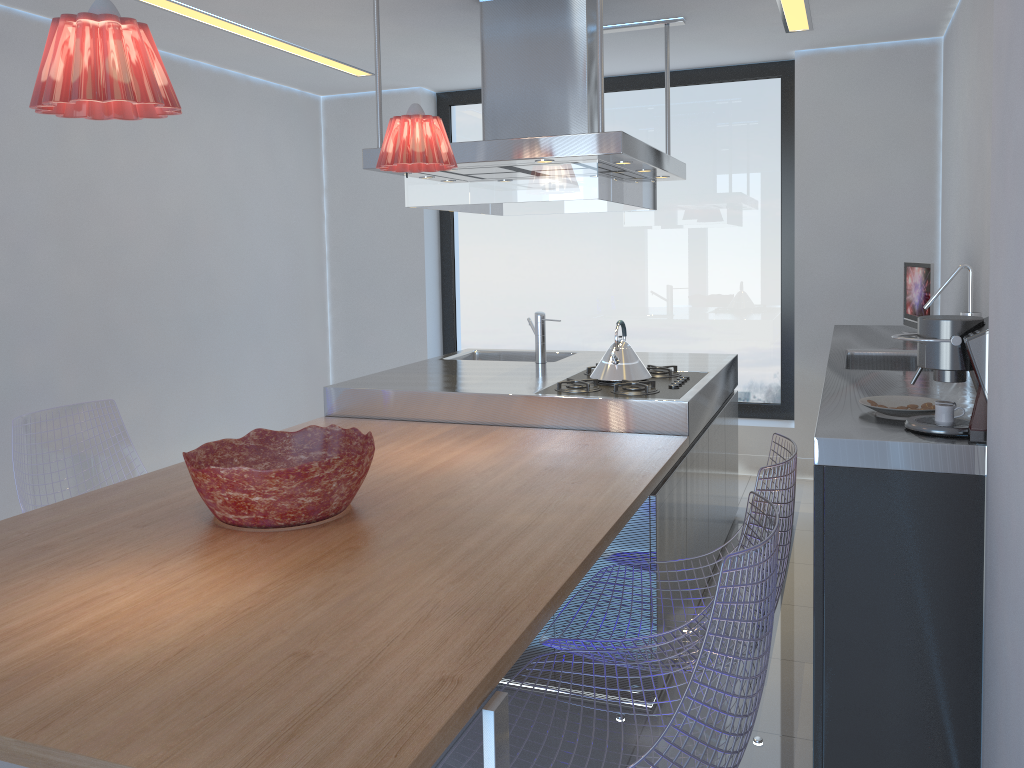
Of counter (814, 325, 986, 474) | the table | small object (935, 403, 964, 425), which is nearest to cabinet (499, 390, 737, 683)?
the table

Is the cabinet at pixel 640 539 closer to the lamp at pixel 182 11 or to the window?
the window

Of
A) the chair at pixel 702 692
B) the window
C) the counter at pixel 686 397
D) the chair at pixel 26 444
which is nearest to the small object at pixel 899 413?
the chair at pixel 702 692

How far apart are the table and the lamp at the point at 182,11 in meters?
1.9

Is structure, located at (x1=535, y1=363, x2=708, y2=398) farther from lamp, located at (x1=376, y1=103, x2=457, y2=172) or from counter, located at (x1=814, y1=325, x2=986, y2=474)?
lamp, located at (x1=376, y1=103, x2=457, y2=172)

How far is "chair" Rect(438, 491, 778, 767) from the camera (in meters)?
1.45

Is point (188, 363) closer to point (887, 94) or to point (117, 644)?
point (117, 644)

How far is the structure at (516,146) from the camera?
3.3 meters

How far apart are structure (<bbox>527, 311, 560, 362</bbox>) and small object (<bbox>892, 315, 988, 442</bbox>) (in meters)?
2.48

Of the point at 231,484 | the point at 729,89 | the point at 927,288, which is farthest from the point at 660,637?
the point at 729,89
